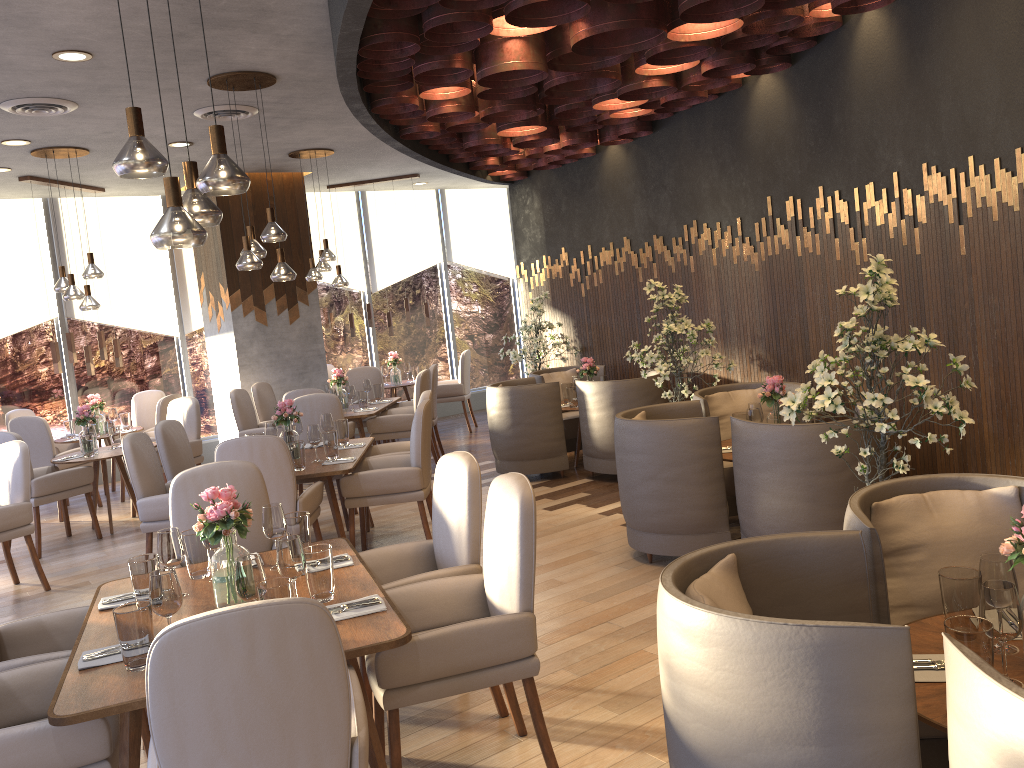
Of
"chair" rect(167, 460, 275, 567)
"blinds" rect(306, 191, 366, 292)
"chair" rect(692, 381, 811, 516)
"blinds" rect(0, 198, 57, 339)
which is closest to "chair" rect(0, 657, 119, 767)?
"chair" rect(167, 460, 275, 567)

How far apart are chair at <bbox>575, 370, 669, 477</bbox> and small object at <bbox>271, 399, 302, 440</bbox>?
2.44m

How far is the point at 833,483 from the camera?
4.2 meters

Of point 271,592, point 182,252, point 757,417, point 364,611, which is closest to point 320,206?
point 182,252

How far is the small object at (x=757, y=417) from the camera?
5.1m

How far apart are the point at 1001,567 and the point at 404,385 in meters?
8.9

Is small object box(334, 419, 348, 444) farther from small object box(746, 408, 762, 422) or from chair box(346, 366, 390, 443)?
chair box(346, 366, 390, 443)

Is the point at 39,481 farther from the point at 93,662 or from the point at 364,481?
the point at 93,662

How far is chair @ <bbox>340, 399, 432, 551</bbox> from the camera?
5.48m

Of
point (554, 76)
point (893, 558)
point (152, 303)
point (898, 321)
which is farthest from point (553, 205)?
point (893, 558)
